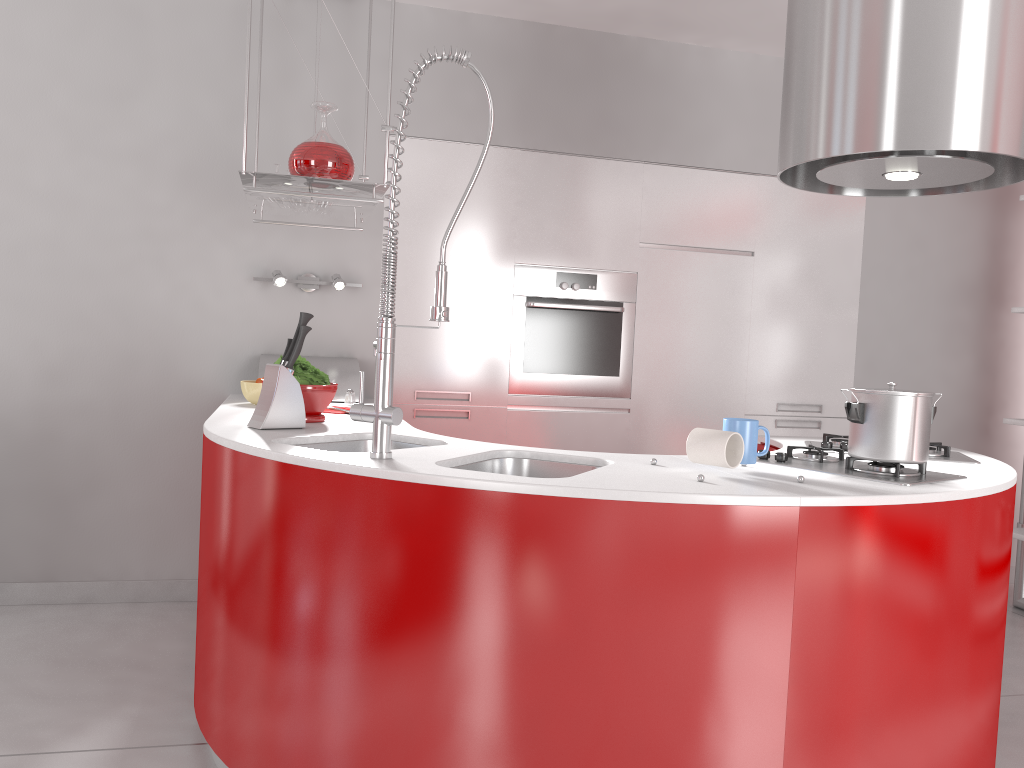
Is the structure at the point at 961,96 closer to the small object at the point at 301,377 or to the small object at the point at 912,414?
the small object at the point at 912,414

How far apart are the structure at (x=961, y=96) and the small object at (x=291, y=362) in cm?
138

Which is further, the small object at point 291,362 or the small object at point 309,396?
the small object at point 309,396

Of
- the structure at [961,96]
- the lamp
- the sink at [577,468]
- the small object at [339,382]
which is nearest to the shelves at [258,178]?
the lamp

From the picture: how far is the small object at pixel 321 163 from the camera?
2.8 meters

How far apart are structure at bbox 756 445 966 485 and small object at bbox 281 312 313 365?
1.3 meters

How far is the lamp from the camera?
3.6 meters

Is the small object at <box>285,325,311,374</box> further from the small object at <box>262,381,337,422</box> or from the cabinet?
the cabinet

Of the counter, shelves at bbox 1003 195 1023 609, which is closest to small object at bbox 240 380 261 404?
the counter

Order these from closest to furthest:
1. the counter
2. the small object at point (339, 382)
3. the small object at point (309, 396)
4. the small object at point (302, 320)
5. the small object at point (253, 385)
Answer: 1. the counter
2. the small object at point (302, 320)
3. the small object at point (309, 396)
4. the small object at point (253, 385)
5. the small object at point (339, 382)
